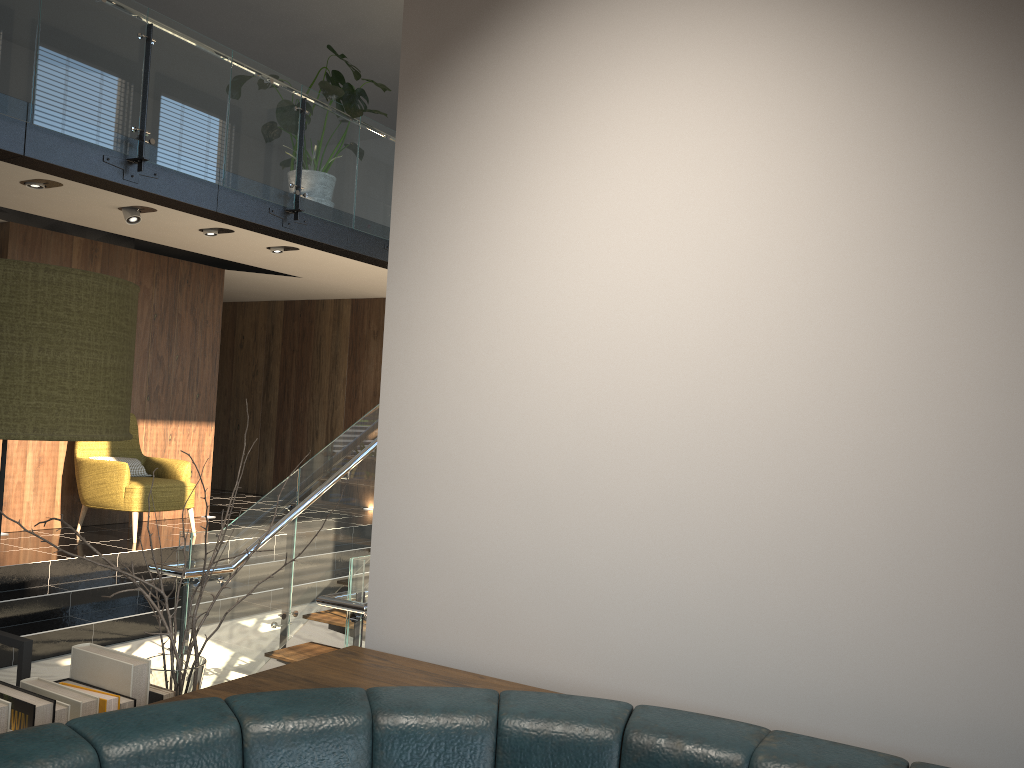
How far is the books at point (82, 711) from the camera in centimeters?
130cm

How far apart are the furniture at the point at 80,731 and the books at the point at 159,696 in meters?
0.1

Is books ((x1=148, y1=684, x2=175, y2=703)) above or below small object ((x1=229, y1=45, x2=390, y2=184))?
below

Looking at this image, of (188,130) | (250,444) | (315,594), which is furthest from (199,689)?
(250,444)

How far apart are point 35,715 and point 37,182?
5.95m

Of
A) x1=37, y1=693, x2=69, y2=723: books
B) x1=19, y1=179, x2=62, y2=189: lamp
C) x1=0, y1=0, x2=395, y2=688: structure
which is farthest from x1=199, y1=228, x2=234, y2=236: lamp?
x1=37, y1=693, x2=69, y2=723: books

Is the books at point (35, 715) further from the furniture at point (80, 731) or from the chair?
the chair

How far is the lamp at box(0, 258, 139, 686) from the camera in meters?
1.5 m

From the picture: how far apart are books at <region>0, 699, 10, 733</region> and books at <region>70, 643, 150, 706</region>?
0.20m

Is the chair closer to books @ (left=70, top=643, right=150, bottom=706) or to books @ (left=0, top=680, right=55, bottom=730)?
books @ (left=70, top=643, right=150, bottom=706)
